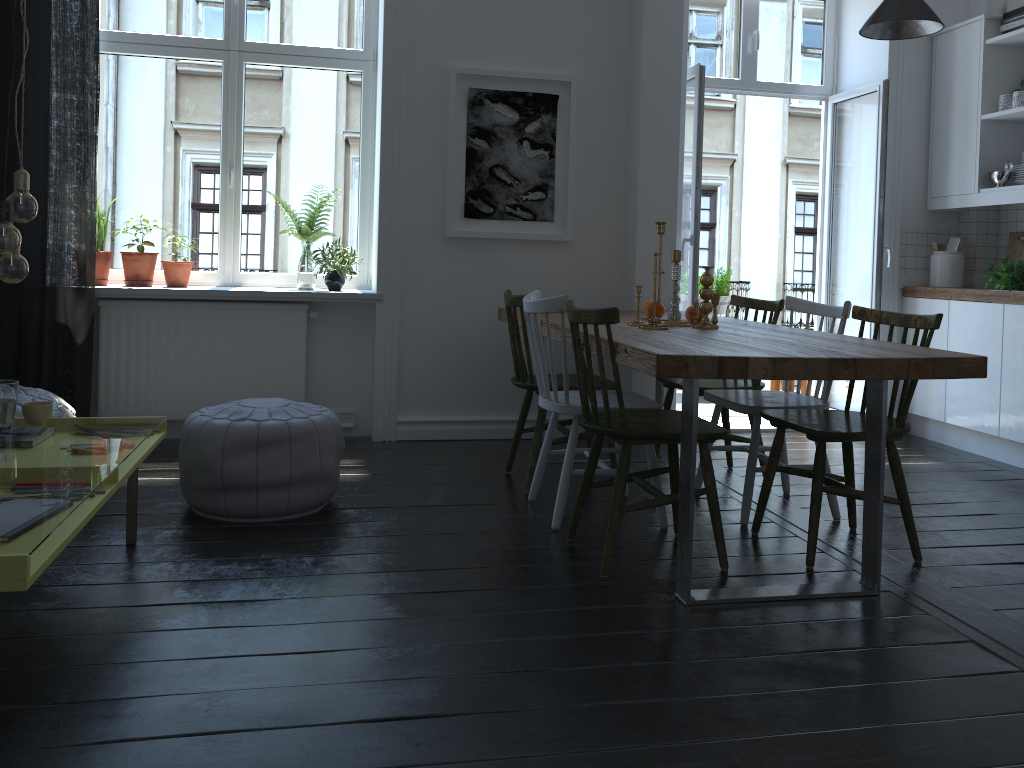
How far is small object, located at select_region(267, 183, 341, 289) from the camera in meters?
4.7 m

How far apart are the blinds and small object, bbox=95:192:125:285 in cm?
26

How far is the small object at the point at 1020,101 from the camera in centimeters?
450cm

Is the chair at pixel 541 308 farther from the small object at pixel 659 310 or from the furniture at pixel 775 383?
the furniture at pixel 775 383

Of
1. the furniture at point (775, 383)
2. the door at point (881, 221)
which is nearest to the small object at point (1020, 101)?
the door at point (881, 221)

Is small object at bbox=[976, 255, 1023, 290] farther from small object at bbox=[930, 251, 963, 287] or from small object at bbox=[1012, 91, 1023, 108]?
small object at bbox=[1012, 91, 1023, 108]

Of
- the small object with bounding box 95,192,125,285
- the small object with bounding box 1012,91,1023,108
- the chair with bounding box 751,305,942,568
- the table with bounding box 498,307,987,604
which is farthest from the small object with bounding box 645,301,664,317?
the small object with bounding box 95,192,125,285

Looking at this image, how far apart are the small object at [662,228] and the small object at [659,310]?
0.60m

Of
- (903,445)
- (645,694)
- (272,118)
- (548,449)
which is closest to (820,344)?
(548,449)

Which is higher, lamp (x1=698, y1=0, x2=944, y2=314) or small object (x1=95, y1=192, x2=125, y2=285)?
lamp (x1=698, y1=0, x2=944, y2=314)
